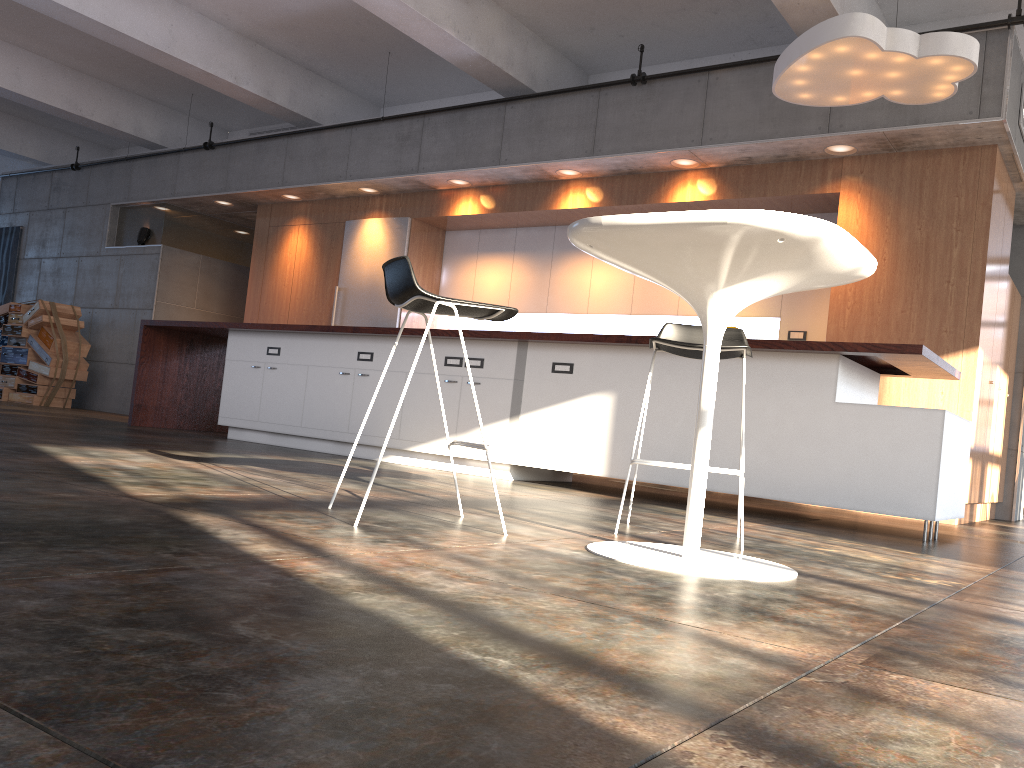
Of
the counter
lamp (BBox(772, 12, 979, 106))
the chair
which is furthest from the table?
lamp (BBox(772, 12, 979, 106))

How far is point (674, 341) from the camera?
3.1 meters

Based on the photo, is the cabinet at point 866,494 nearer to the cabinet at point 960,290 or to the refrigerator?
the cabinet at point 960,290

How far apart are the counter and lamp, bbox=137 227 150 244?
3.53m

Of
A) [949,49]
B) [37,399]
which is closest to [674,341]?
[949,49]

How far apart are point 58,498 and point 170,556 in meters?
0.9

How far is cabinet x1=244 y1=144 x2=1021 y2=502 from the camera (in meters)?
6.23

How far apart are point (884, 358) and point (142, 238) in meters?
9.7 m

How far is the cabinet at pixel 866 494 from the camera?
4.5m

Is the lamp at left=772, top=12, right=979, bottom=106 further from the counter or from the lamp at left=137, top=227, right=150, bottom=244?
the lamp at left=137, top=227, right=150, bottom=244
